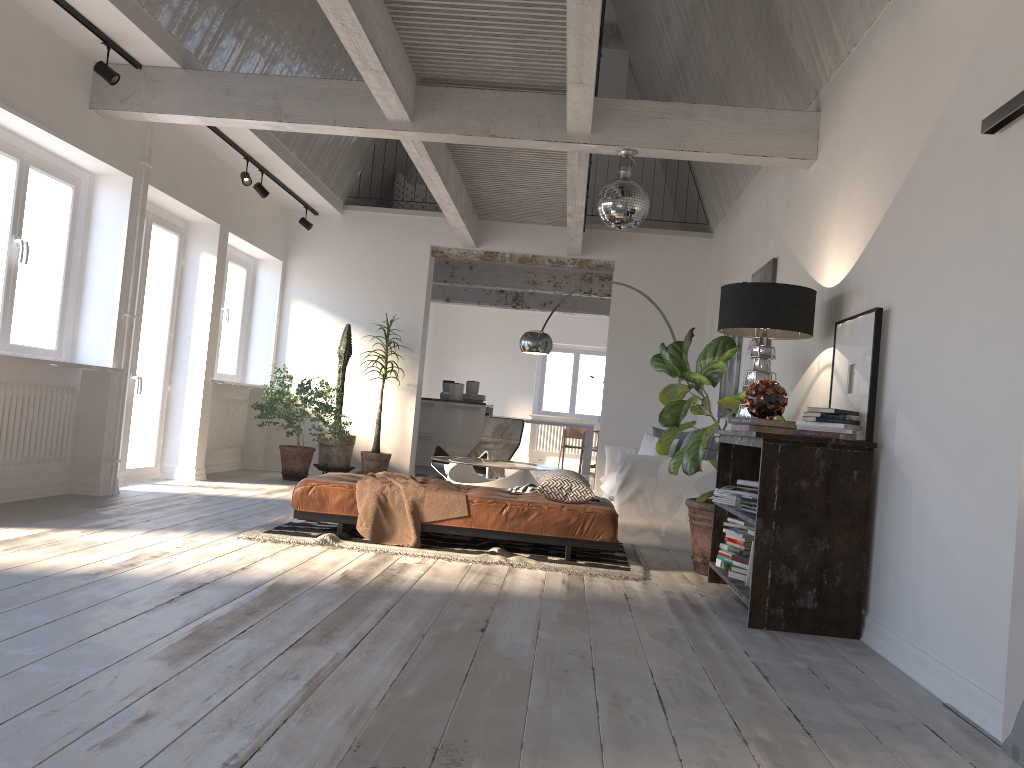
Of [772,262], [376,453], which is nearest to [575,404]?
[376,453]

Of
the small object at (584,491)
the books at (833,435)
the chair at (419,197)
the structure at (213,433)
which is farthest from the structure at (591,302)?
the books at (833,435)

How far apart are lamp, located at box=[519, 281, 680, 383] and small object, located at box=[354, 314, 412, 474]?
1.9 meters

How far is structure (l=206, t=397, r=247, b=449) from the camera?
9.07m

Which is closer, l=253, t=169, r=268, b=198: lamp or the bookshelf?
the bookshelf

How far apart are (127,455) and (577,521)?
4.3 meters

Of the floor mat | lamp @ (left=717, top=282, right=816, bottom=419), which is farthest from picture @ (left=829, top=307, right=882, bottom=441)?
the floor mat

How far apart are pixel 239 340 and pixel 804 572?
7.41m

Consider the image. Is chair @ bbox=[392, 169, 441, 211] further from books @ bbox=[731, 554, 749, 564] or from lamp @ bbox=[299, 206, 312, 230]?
books @ bbox=[731, 554, 749, 564]

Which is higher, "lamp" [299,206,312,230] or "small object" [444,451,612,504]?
"lamp" [299,206,312,230]
